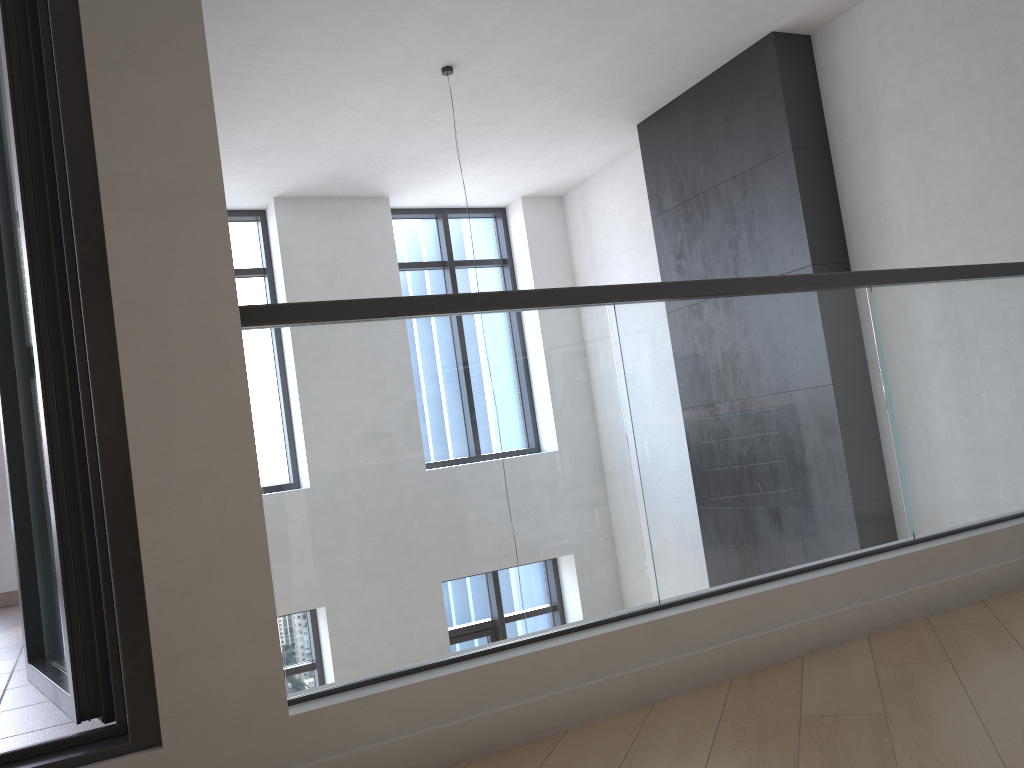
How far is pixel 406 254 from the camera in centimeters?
825cm

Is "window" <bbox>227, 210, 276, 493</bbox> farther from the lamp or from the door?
the door

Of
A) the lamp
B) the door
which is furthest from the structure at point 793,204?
the door

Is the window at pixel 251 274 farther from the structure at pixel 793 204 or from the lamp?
the structure at pixel 793 204

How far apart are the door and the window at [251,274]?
5.0 meters

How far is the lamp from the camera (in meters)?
5.30

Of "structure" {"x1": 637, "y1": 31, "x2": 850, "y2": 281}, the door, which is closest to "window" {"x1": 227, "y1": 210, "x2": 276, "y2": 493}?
"structure" {"x1": 637, "y1": 31, "x2": 850, "y2": 281}

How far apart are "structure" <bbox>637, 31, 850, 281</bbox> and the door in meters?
4.3

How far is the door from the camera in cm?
181

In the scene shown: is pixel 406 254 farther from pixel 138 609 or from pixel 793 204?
pixel 138 609
